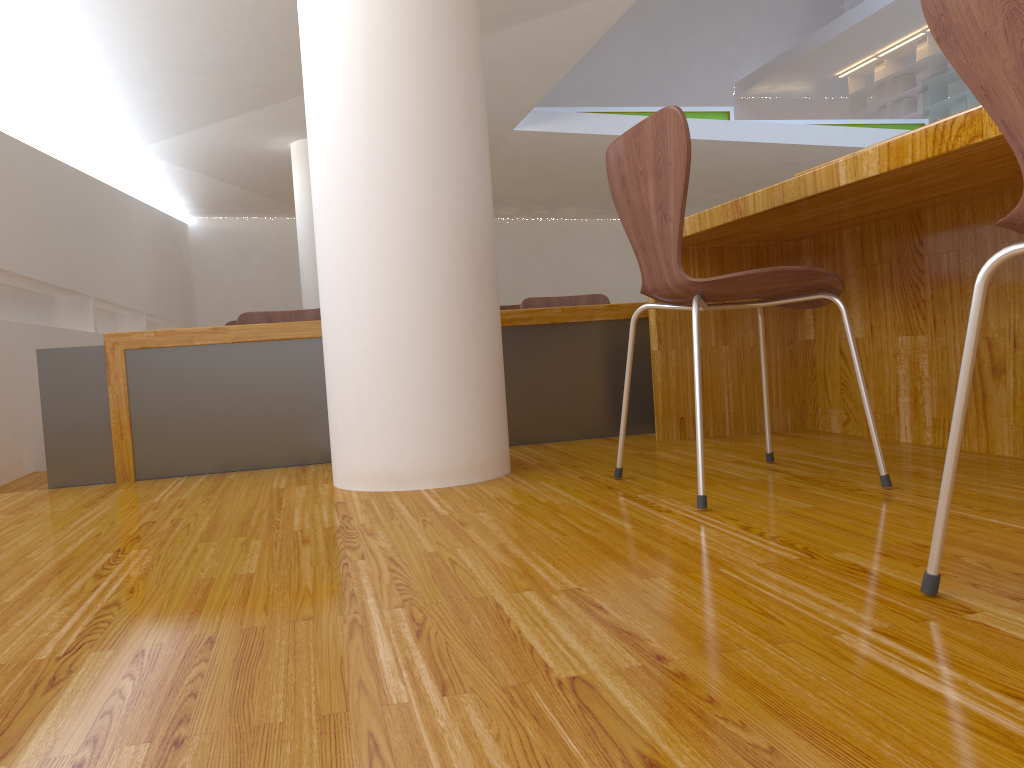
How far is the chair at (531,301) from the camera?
3.7m

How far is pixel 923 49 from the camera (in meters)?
12.07

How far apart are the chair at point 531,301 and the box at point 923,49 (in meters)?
10.65

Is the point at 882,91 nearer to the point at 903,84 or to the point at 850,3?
the point at 903,84

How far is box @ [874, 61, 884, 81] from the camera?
12.9m

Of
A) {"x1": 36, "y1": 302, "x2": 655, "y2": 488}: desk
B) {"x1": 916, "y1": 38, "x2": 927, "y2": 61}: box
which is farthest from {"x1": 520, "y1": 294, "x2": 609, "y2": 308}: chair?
{"x1": 916, "y1": 38, "x2": 927, "y2": 61}: box

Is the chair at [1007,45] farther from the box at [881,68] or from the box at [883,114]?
the box at [881,68]

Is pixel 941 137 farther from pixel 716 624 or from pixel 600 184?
pixel 600 184

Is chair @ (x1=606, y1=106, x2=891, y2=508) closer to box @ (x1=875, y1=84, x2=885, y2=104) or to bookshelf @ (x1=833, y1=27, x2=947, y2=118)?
bookshelf @ (x1=833, y1=27, x2=947, y2=118)

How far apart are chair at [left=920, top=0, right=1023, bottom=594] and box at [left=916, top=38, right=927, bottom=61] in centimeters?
1293cm
